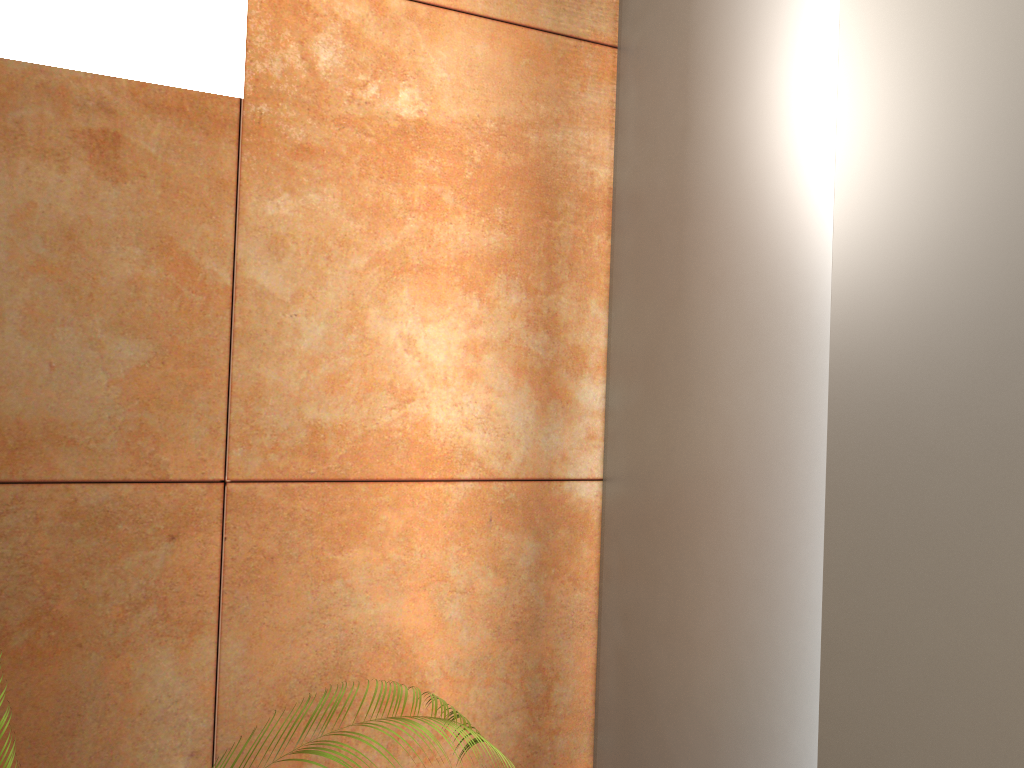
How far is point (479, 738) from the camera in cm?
157

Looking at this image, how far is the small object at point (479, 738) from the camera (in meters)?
1.57

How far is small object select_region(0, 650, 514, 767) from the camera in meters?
1.6 m

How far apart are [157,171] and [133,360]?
0.3 meters
